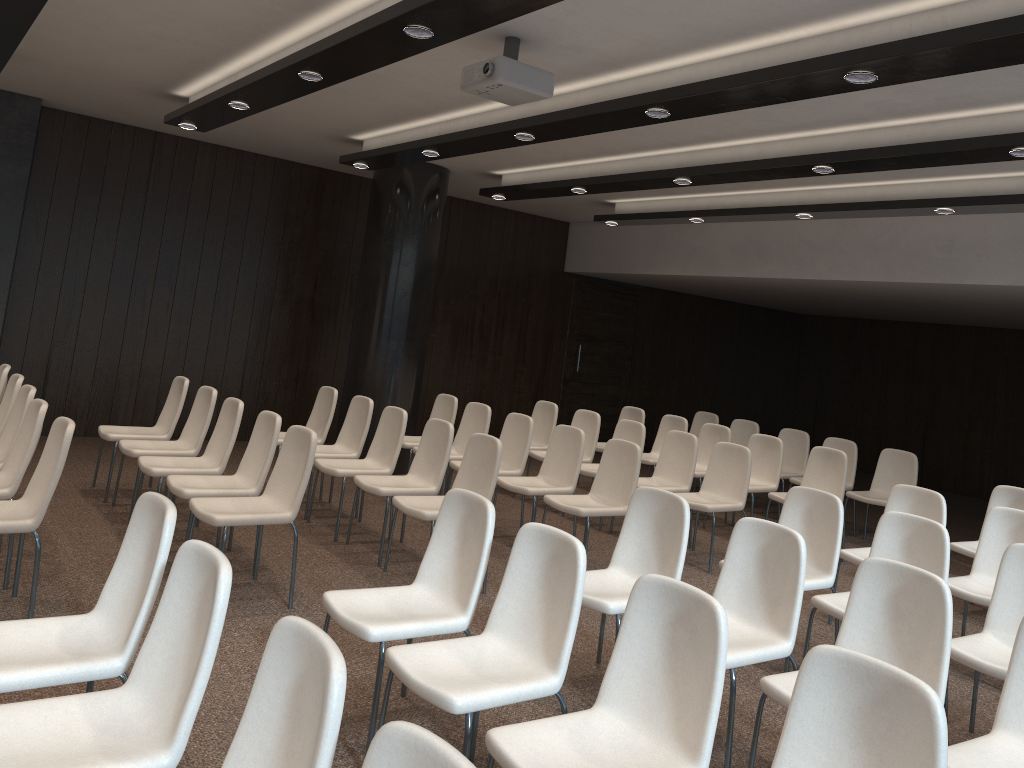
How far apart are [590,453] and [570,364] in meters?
4.2 m

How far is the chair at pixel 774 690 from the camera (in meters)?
3.20

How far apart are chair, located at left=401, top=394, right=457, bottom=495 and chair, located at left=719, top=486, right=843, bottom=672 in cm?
368

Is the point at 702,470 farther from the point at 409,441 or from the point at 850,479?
the point at 409,441

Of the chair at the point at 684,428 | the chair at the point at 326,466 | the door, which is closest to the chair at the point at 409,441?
the chair at the point at 326,466

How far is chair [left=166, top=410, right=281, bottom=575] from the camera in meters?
5.1

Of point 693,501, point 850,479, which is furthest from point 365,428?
point 850,479

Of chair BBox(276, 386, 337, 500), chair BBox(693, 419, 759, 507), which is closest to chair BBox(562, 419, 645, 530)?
chair BBox(276, 386, 337, 500)

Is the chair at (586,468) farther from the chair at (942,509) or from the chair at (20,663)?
the chair at (20,663)

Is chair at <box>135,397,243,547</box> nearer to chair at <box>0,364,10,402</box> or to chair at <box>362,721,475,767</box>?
chair at <box>0,364,10,402</box>
